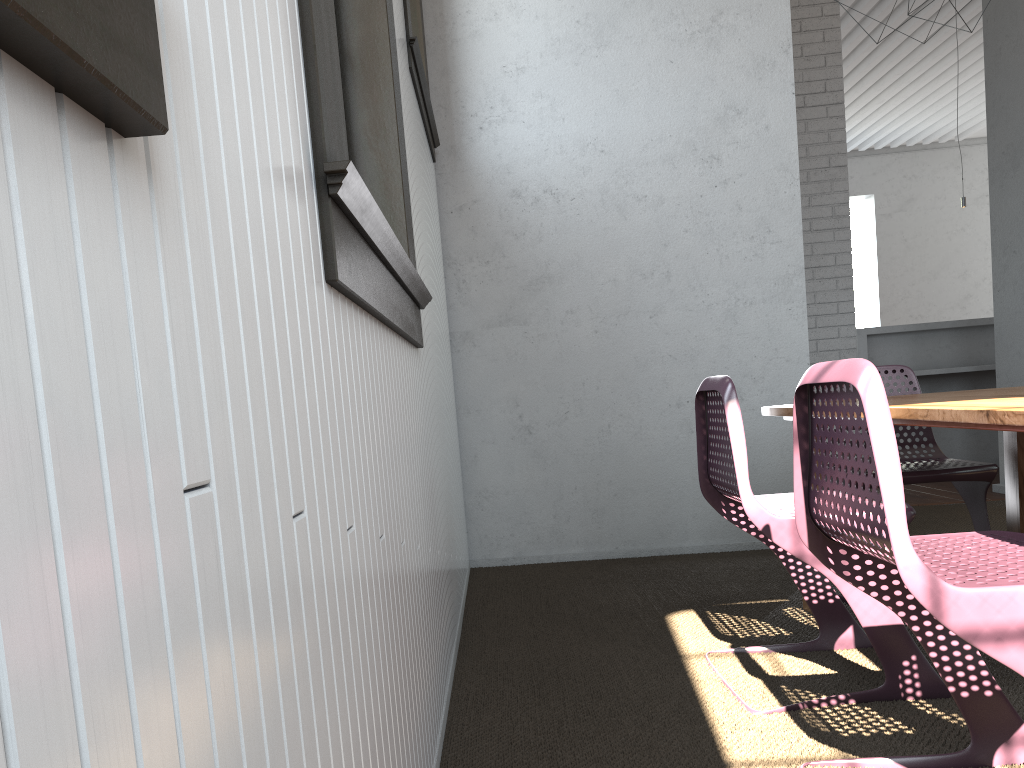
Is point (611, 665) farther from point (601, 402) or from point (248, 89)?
point (248, 89)
